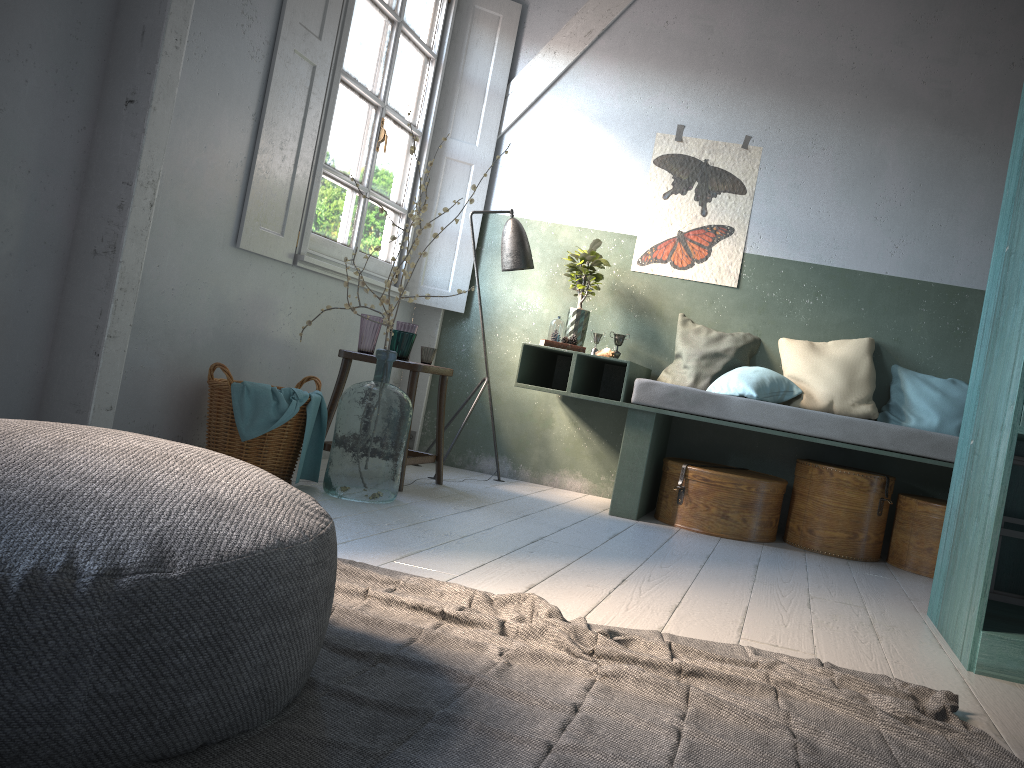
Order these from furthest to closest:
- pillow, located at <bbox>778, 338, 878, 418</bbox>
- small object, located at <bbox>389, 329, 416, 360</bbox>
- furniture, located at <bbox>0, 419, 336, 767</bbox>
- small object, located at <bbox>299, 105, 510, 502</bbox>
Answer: pillow, located at <bbox>778, 338, 878, 418</bbox>, small object, located at <bbox>389, 329, 416, 360</bbox>, small object, located at <bbox>299, 105, 510, 502</bbox>, furniture, located at <bbox>0, 419, 336, 767</bbox>

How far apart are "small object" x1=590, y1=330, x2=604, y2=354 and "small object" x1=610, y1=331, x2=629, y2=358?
0.16m

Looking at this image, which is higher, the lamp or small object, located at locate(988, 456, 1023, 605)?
the lamp

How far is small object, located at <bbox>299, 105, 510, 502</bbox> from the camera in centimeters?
430cm

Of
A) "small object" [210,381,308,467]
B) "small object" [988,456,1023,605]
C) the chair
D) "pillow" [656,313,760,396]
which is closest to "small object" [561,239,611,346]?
"pillow" [656,313,760,396]

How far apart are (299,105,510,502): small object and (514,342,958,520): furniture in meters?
1.1 m

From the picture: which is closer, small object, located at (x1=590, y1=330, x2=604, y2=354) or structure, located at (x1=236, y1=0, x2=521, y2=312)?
structure, located at (x1=236, y1=0, x2=521, y2=312)

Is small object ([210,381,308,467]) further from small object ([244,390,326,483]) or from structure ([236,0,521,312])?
structure ([236,0,521,312])

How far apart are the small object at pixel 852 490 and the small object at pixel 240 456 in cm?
282

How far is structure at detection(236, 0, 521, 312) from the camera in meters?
4.6 m
